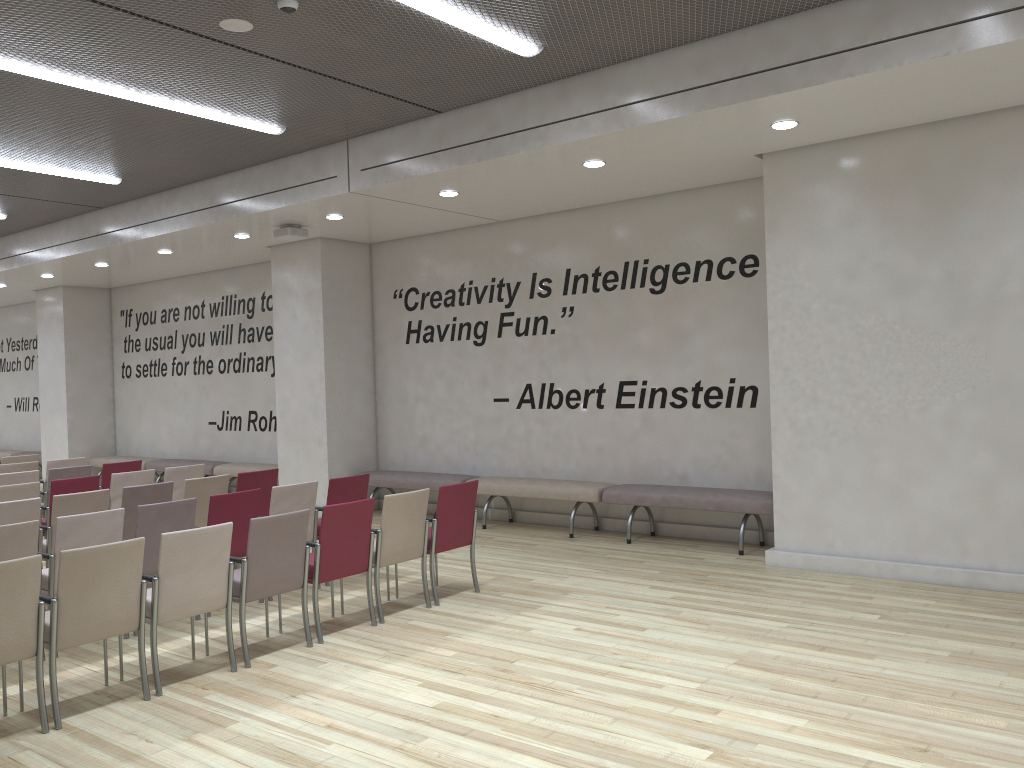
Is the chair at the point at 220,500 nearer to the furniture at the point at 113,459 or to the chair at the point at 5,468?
the chair at the point at 5,468

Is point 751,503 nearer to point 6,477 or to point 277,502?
point 277,502

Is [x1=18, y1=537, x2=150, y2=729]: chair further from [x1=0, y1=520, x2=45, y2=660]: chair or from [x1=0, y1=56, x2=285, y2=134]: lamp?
[x1=0, y1=56, x2=285, y2=134]: lamp

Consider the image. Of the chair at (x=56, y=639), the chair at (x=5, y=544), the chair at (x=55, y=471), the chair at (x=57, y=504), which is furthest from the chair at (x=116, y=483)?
the chair at (x=56, y=639)

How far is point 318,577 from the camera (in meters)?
5.74

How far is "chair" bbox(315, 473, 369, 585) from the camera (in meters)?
7.36

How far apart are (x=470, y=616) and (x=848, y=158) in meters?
4.7

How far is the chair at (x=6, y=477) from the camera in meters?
8.8

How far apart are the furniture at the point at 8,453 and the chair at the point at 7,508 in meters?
12.4

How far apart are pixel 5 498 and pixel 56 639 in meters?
3.8 m
